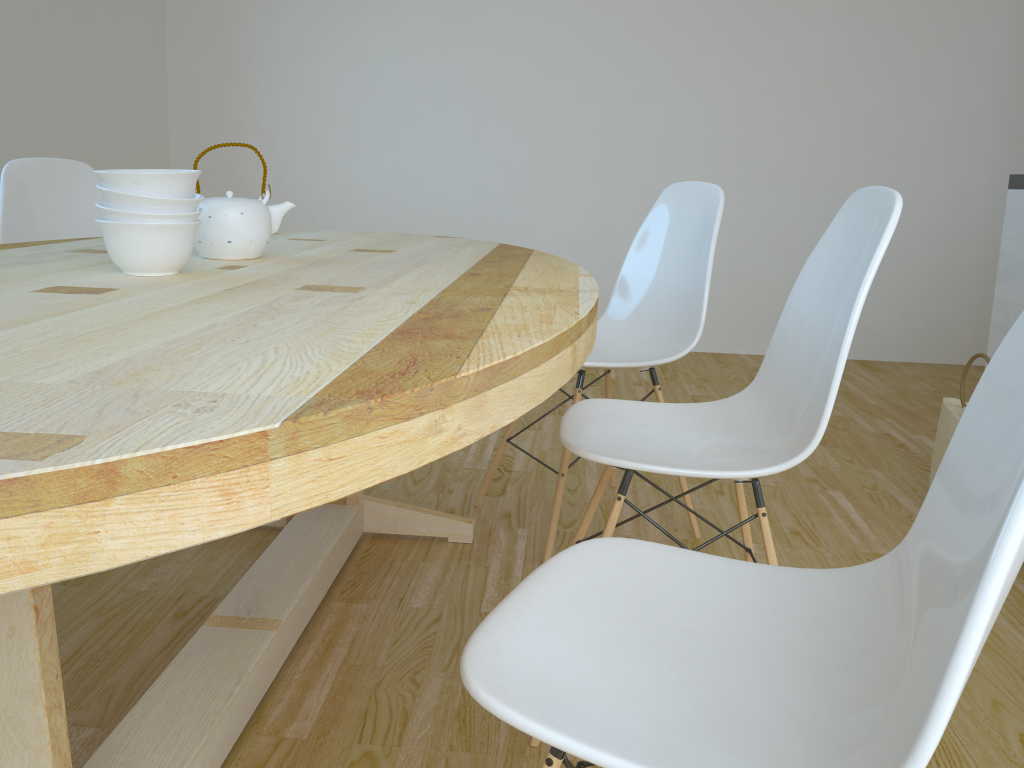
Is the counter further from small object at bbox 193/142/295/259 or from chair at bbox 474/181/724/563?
small object at bbox 193/142/295/259

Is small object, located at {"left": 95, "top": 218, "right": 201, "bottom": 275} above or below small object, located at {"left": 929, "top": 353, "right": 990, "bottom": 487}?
above

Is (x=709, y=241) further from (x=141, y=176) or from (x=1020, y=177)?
(x=141, y=176)

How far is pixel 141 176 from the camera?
1.3 meters

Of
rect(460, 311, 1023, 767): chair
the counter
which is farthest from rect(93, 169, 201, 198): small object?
the counter

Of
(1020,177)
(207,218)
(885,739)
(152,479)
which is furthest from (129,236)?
(1020,177)

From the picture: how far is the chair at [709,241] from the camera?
2.2m

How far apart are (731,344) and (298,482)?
4.4m

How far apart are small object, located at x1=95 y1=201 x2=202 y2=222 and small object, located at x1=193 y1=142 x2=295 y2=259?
0.22m

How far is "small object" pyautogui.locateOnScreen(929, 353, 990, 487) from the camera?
2.36m
